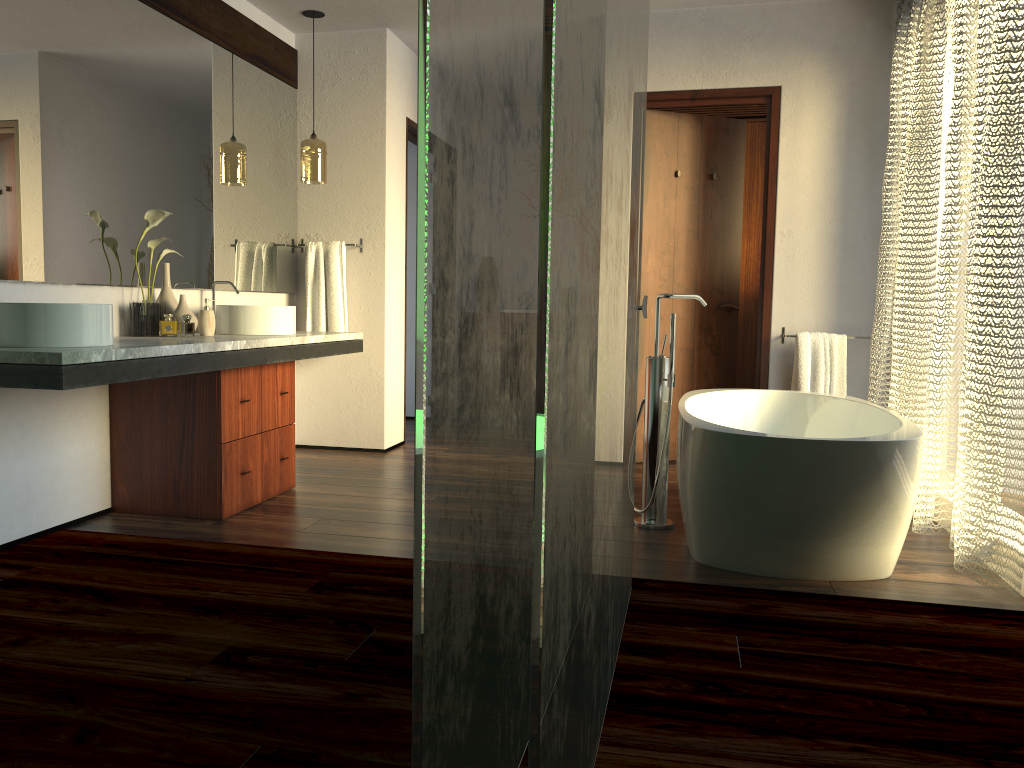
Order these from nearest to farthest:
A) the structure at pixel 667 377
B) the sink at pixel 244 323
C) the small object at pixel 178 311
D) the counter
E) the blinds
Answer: the counter
the blinds
the structure at pixel 667 377
the small object at pixel 178 311
the sink at pixel 244 323

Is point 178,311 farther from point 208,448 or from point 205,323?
point 208,448

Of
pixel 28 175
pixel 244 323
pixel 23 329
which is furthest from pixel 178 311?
pixel 23 329

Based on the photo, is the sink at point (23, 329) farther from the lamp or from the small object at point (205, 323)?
the lamp

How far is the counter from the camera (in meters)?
2.34

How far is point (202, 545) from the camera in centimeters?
302cm

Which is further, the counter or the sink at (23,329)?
the sink at (23,329)

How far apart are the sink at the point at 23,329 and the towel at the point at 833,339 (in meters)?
3.15

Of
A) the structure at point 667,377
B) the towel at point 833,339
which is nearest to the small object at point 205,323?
the structure at point 667,377

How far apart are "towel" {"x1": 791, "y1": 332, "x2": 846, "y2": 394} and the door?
0.2 meters
